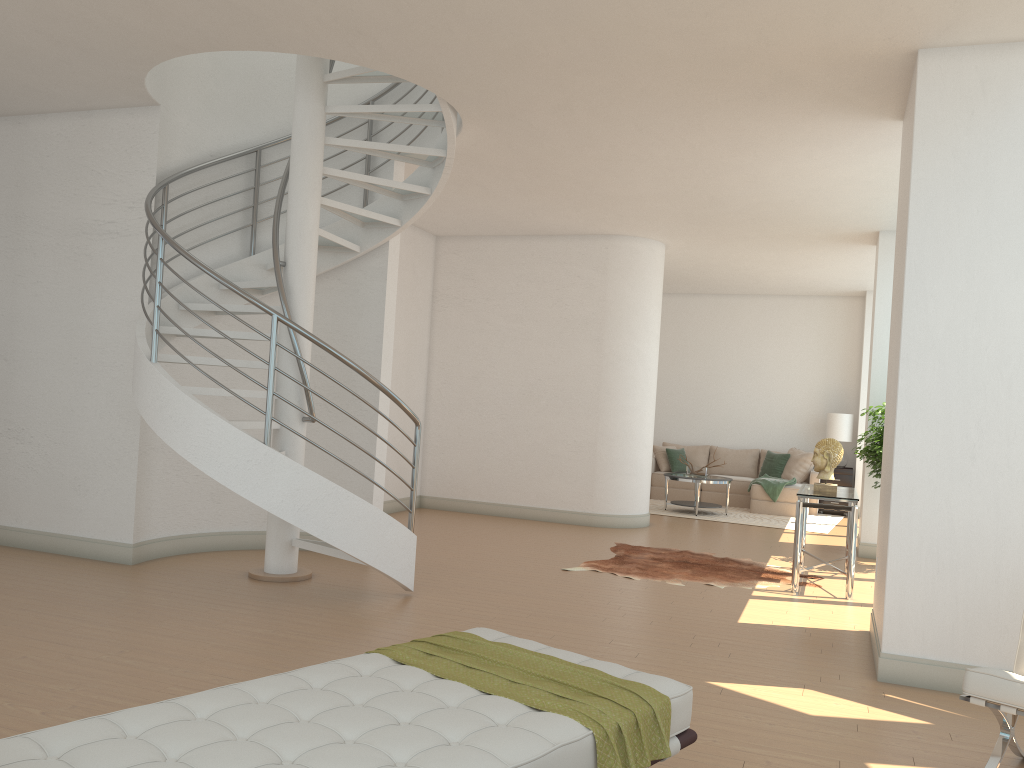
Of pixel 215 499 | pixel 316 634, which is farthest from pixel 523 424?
pixel 316 634

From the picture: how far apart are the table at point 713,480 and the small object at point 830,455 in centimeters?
444cm

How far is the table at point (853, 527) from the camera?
6.9 meters

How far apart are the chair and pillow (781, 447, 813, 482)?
9.89m

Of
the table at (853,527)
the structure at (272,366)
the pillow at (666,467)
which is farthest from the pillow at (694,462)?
the structure at (272,366)

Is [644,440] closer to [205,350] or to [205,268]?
[205,350]

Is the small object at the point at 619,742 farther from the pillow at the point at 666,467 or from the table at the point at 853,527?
the pillow at the point at 666,467

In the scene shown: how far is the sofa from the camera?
12.6 meters

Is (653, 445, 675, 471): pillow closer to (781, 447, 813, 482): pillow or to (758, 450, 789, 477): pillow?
(758, 450, 789, 477): pillow

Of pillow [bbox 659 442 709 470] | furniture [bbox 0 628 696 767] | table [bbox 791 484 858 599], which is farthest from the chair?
pillow [bbox 659 442 709 470]
